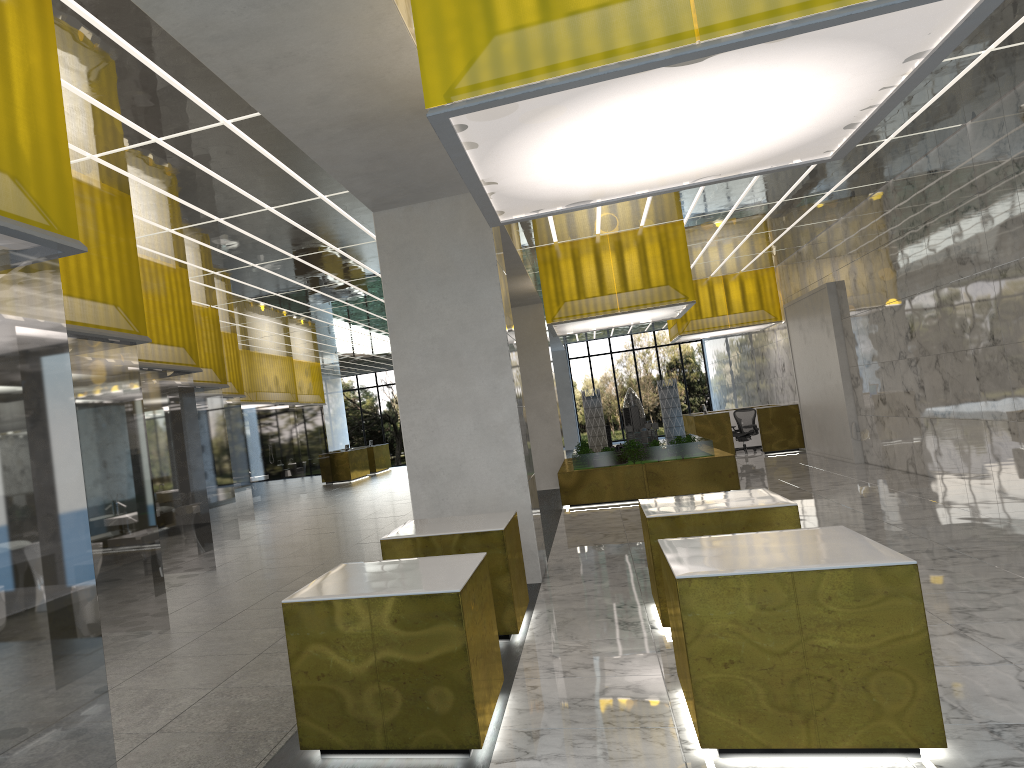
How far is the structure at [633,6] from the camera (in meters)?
5.10

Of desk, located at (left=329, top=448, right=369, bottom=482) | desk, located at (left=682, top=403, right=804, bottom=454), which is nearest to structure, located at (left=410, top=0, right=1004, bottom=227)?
desk, located at (left=682, top=403, right=804, bottom=454)

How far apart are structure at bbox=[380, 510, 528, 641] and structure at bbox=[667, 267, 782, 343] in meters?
21.3 m

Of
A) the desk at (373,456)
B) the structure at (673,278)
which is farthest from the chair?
the desk at (373,456)

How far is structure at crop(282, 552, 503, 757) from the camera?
5.8 meters

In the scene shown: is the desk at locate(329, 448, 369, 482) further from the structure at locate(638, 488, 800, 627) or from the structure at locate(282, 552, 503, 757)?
the structure at locate(282, 552, 503, 757)

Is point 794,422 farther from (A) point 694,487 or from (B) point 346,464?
(B) point 346,464

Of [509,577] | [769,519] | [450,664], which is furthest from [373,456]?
[450,664]

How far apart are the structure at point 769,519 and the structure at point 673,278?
10.22m

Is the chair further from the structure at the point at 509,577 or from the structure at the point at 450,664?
the structure at the point at 450,664
